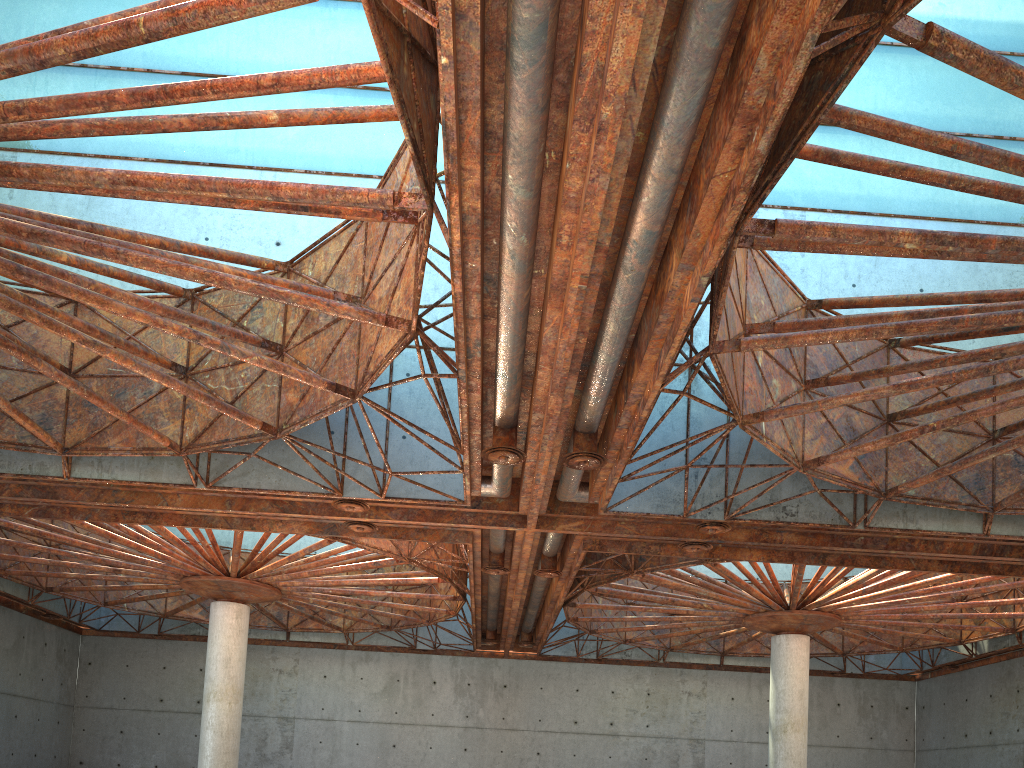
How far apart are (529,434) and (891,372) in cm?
1067
